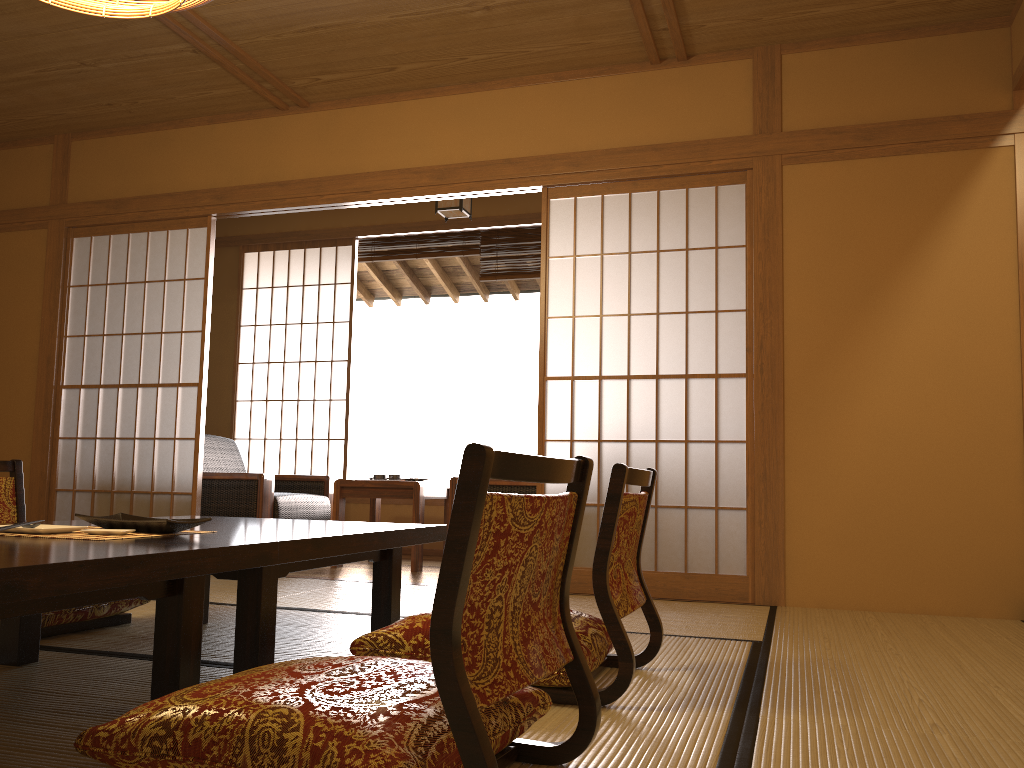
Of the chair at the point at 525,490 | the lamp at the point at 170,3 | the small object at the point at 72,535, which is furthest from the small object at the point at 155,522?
the chair at the point at 525,490

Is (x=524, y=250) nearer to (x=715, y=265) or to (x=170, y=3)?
(x=715, y=265)

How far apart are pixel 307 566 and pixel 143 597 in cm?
61

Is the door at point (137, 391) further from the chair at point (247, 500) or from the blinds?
the blinds

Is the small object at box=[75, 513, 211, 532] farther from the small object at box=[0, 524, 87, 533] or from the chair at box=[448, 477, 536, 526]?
the chair at box=[448, 477, 536, 526]

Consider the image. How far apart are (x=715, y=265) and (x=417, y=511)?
2.1 meters

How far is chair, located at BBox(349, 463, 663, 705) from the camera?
1.97m

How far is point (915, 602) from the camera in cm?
362

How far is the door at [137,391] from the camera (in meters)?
4.94

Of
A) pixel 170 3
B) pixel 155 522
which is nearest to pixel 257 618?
pixel 155 522
